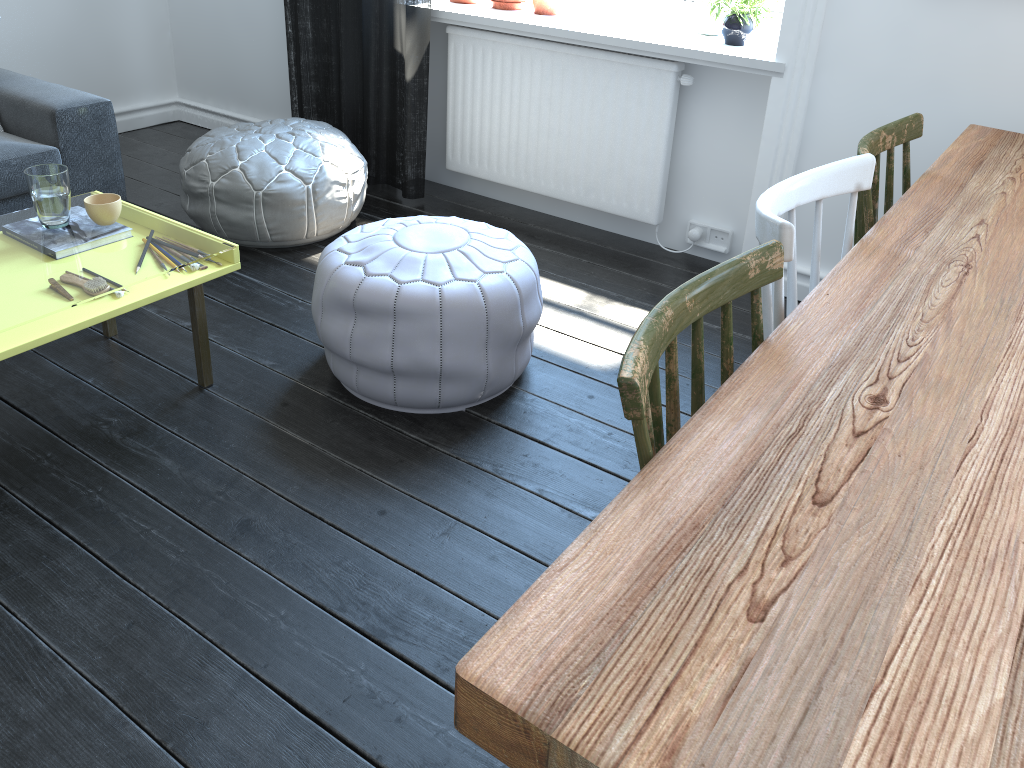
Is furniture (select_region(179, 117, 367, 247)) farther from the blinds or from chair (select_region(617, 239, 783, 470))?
chair (select_region(617, 239, 783, 470))

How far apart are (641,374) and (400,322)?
1.3 meters

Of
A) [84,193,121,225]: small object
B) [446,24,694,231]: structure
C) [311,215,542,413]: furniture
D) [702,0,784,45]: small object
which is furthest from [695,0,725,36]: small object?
[84,193,121,225]: small object

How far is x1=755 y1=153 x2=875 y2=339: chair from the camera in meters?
1.2 m

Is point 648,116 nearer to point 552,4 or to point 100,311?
point 552,4

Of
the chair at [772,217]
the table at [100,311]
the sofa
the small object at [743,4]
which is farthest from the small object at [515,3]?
the chair at [772,217]

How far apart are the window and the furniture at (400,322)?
1.4 meters

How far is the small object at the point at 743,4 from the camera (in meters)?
2.78

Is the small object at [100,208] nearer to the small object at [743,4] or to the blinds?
the blinds

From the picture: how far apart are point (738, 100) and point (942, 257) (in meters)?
1.64
